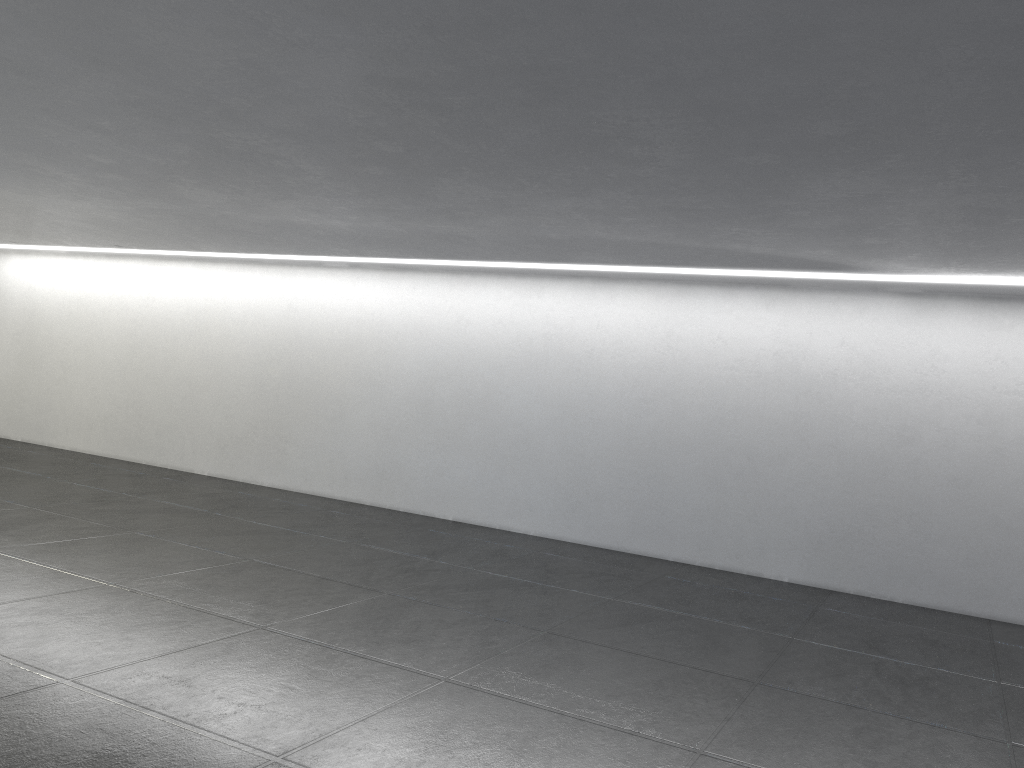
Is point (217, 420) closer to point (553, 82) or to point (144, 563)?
point (144, 563)
